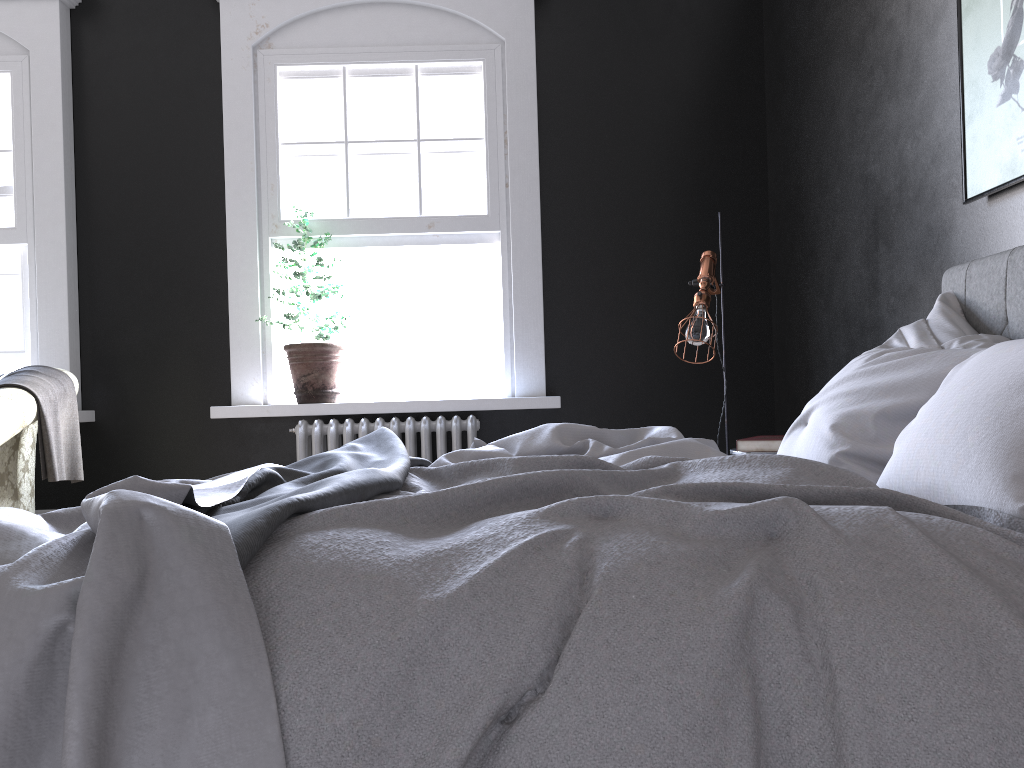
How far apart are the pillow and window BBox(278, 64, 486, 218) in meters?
3.0

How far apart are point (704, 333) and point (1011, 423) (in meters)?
2.25

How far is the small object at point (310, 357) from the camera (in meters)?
5.01

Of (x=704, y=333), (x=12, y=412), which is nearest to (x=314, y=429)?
(x=12, y=412)

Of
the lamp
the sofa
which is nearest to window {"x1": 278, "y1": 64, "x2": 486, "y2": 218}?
the lamp

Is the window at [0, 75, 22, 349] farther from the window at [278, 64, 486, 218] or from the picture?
the picture

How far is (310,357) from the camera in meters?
5.0

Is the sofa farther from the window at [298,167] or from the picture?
the picture

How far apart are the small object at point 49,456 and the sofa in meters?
0.0 m

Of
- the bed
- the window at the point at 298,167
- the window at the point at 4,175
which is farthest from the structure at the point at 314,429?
the bed
